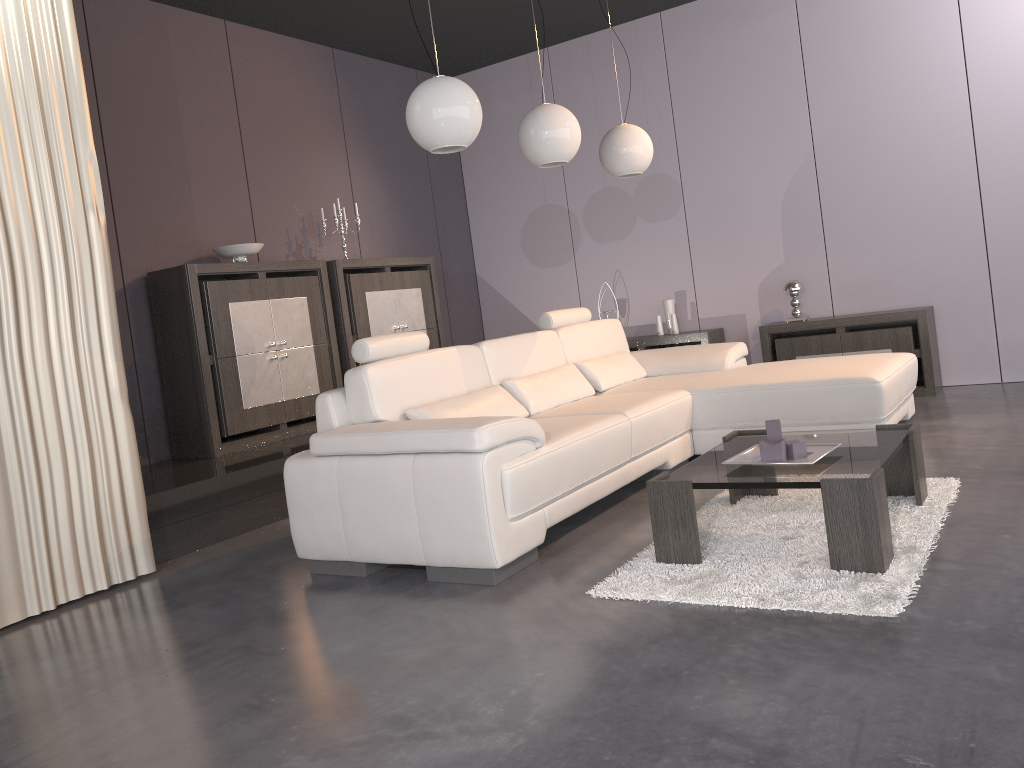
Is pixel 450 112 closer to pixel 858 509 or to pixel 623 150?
pixel 623 150

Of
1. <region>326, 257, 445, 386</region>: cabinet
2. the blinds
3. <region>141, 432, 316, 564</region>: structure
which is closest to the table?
the blinds

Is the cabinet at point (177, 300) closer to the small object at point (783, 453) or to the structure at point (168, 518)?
the structure at point (168, 518)

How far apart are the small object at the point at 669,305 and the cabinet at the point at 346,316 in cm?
172

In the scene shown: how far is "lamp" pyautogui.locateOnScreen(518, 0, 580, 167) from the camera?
4.08m

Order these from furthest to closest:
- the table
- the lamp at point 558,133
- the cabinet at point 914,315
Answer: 1. the cabinet at point 914,315
2. the lamp at point 558,133
3. the table

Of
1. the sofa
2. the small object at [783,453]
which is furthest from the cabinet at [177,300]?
the small object at [783,453]

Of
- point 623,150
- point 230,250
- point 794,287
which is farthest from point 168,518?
point 794,287

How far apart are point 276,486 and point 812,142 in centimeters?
434cm

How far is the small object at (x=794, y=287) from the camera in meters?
6.1 m
